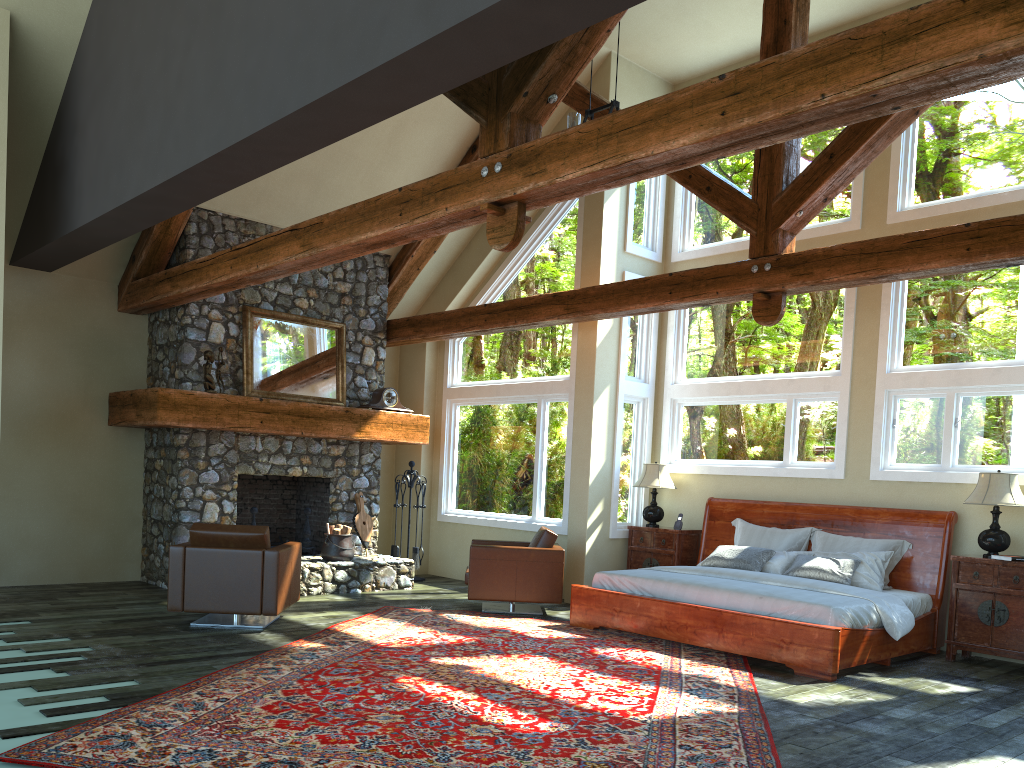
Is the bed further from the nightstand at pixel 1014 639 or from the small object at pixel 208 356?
the small object at pixel 208 356

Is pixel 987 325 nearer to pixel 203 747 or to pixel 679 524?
pixel 679 524

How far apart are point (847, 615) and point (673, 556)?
3.1m

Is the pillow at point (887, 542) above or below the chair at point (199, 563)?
above

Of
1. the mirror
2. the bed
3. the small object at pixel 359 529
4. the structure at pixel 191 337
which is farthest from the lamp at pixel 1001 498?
the mirror

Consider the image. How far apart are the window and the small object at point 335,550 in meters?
2.0

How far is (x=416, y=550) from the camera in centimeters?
1141cm

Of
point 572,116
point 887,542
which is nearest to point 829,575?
point 887,542

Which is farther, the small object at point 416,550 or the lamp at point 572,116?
the small object at point 416,550

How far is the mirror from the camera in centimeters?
992cm
